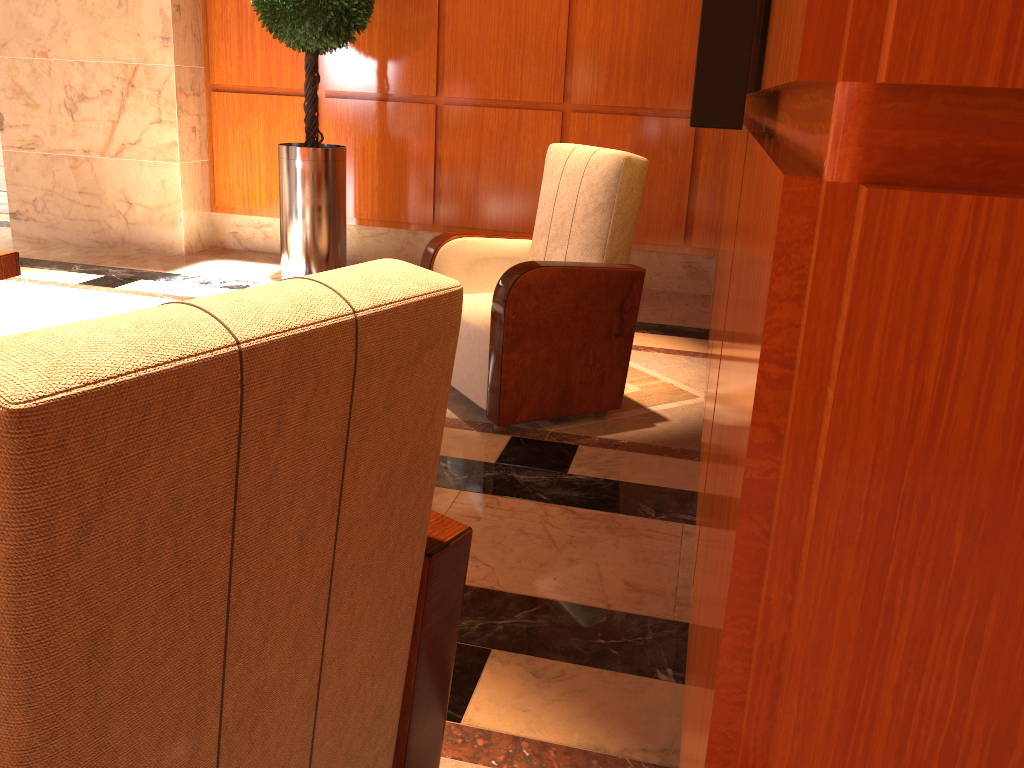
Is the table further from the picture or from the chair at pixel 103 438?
the picture

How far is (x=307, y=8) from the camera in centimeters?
467cm

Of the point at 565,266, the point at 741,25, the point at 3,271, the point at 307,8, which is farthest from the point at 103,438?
the point at 307,8

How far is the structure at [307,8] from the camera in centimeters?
467cm

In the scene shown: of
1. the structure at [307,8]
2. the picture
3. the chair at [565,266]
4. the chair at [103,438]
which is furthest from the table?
the picture

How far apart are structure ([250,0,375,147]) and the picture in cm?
420

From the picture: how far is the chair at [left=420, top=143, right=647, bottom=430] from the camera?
3.0 meters

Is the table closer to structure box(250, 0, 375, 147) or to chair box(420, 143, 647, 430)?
chair box(420, 143, 647, 430)

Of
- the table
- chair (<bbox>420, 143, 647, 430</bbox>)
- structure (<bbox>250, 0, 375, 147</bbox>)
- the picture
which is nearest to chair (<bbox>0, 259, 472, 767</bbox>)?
the picture

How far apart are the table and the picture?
2.8 meters
